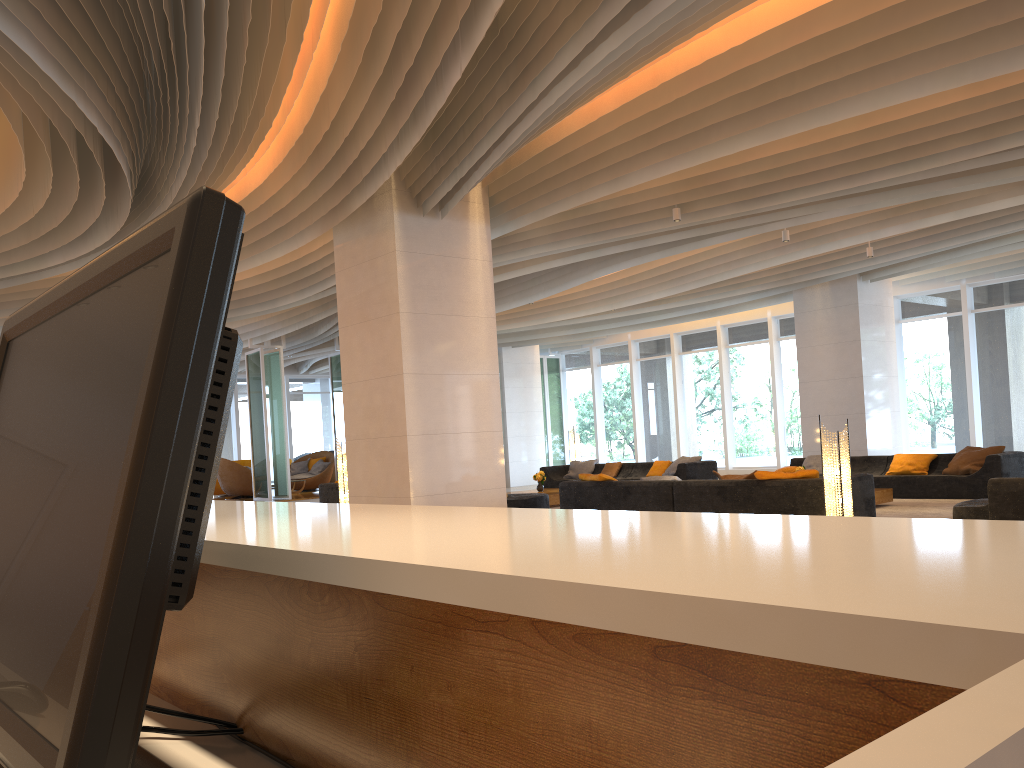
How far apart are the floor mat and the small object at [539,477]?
6.0m

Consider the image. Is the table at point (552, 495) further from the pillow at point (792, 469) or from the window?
the window

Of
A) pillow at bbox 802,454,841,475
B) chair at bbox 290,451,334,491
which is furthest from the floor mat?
chair at bbox 290,451,334,491

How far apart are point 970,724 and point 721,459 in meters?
20.8 m

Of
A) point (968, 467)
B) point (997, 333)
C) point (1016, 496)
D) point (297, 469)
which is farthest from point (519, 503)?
point (297, 469)

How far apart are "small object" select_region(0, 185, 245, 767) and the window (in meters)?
17.30

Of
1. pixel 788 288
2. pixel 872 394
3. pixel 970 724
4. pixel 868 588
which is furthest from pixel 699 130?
pixel 872 394

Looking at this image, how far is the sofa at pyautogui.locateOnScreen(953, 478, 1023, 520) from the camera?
7.1 meters

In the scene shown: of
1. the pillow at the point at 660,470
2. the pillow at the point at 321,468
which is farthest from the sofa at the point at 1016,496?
the pillow at the point at 321,468

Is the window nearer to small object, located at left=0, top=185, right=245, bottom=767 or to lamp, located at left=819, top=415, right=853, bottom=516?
lamp, located at left=819, top=415, right=853, bottom=516
